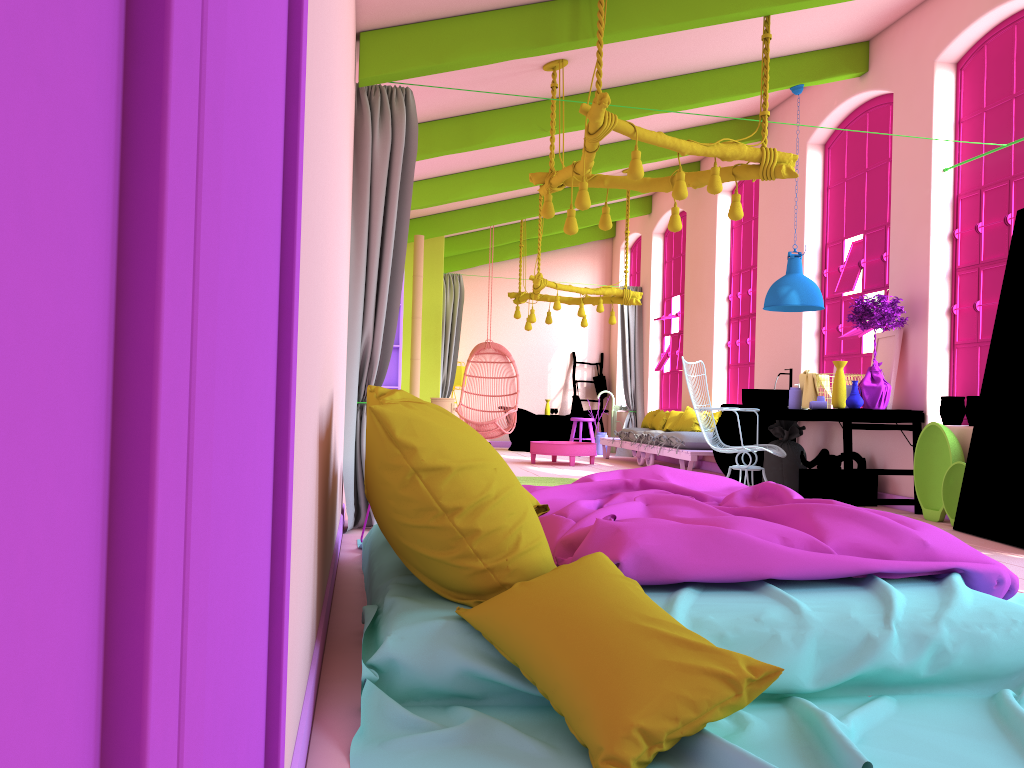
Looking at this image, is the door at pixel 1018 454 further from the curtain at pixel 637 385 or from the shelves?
the curtain at pixel 637 385

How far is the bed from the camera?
2.0 meters

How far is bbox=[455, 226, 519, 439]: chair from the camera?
11.6 meters

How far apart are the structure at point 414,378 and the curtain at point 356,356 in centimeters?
518cm

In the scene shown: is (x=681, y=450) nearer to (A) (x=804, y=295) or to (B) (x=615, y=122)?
(A) (x=804, y=295)

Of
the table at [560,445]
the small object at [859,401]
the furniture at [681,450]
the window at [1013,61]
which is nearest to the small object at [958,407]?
the window at [1013,61]

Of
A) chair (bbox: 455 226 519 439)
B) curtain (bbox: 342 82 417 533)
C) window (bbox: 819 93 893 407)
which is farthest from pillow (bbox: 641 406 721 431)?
curtain (bbox: 342 82 417 533)

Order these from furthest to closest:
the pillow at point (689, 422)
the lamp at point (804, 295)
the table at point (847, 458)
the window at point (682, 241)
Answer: the window at point (682, 241) < the pillow at point (689, 422) < the lamp at point (804, 295) < the table at point (847, 458)

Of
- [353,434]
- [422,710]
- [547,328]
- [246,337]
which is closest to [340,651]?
[422,710]

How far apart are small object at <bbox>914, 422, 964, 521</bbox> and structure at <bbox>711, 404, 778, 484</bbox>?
2.4 meters
